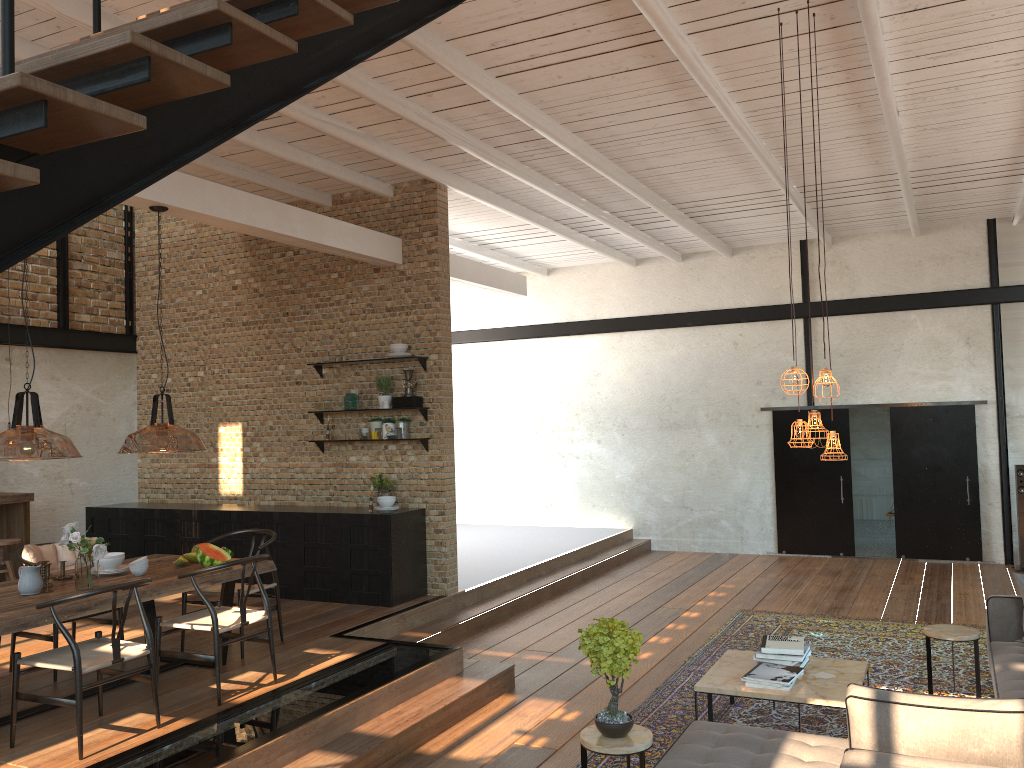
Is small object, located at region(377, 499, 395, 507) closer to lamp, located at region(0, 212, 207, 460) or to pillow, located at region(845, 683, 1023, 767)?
lamp, located at region(0, 212, 207, 460)

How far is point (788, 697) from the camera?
5.1m

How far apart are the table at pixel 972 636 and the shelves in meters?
4.6

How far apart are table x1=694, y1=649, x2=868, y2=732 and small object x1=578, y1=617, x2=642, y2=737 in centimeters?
112cm

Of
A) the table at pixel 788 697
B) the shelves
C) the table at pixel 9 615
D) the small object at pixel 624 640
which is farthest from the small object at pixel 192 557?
the table at pixel 788 697

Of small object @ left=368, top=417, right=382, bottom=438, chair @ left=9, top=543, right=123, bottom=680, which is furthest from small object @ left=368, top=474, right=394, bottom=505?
chair @ left=9, top=543, right=123, bottom=680

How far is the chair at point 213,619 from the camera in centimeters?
540cm

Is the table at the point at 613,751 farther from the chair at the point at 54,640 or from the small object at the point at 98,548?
the chair at the point at 54,640

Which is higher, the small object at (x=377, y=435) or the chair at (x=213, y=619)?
the small object at (x=377, y=435)

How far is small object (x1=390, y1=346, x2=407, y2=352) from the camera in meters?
8.6 m
